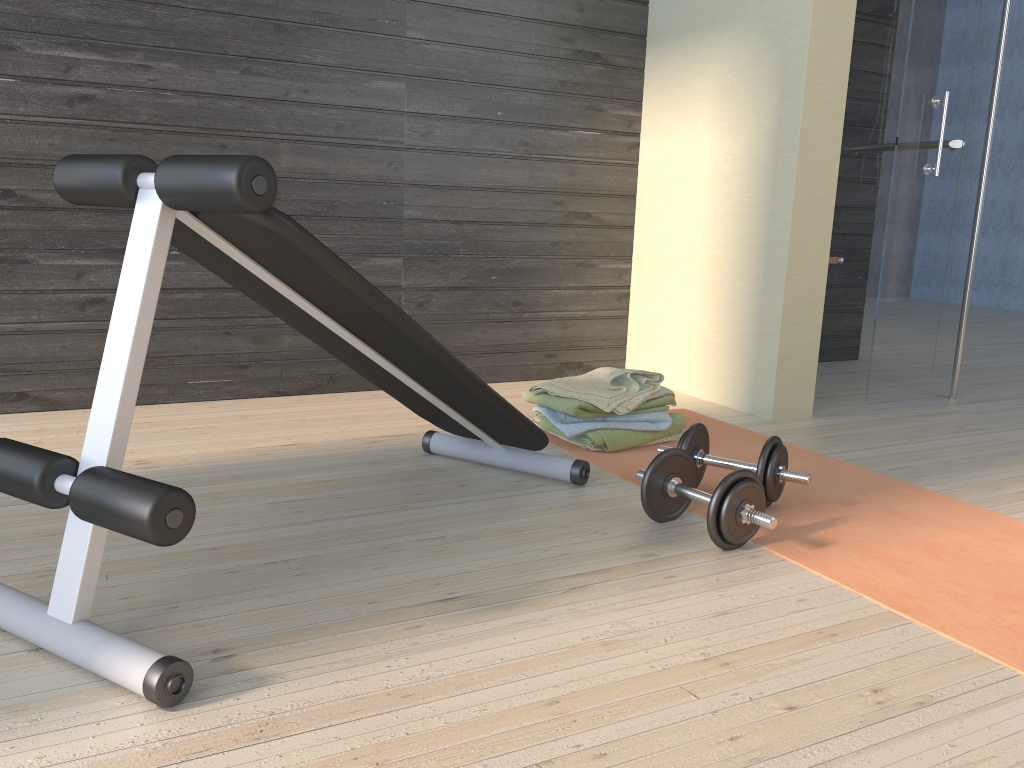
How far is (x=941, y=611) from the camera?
1.61m

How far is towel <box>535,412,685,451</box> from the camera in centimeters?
257cm

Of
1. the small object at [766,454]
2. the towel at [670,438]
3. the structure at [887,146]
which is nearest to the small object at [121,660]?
the small object at [766,454]

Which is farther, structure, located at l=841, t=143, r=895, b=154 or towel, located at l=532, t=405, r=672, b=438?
structure, located at l=841, t=143, r=895, b=154

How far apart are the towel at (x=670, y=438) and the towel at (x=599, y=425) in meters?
0.1 m

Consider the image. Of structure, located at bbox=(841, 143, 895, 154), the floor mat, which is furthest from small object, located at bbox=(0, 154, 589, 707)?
structure, located at bbox=(841, 143, 895, 154)

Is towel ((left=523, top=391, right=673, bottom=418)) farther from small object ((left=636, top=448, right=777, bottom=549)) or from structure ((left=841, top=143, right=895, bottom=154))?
structure ((left=841, top=143, right=895, bottom=154))

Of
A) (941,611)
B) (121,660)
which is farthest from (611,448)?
(121,660)

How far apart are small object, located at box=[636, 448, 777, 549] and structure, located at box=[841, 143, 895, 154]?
2.4 meters

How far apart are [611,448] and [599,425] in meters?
0.1 m
